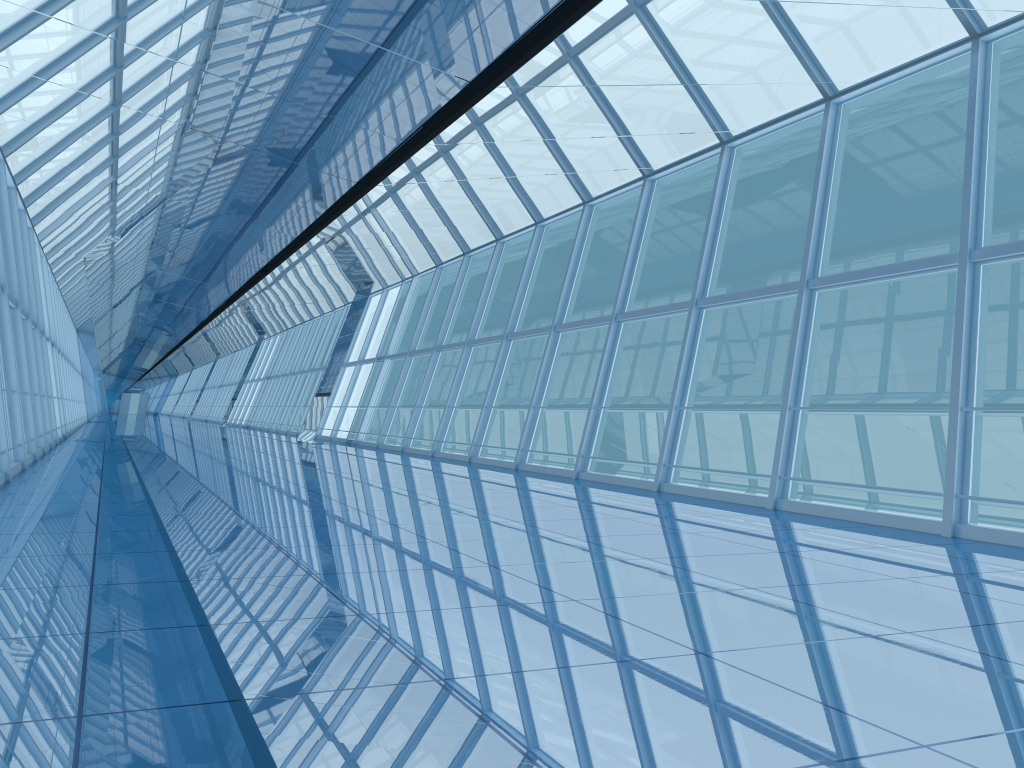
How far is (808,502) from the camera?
8.6m

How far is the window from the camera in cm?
856

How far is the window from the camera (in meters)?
8.56
